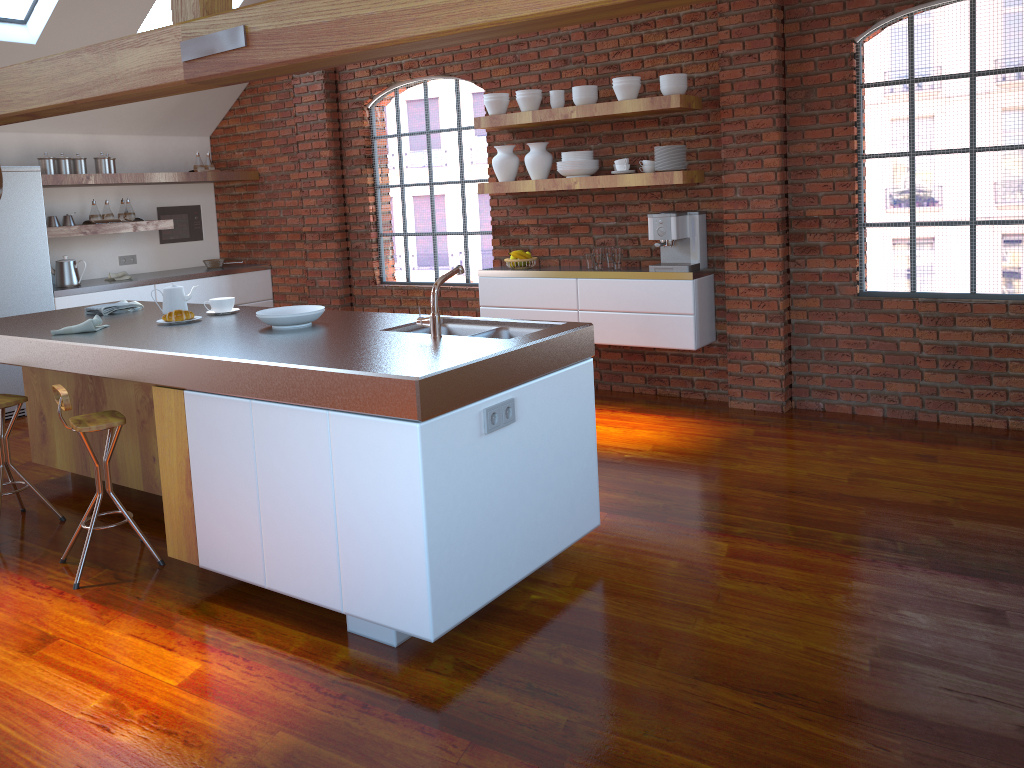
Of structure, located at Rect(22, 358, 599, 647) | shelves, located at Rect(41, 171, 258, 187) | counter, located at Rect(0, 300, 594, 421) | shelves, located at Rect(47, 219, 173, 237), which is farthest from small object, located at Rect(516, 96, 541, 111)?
shelves, located at Rect(47, 219, 173, 237)

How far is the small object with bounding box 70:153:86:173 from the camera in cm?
669

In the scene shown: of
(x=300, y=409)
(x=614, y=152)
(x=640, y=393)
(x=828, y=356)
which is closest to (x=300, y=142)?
(x=614, y=152)

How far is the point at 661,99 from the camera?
5.14m

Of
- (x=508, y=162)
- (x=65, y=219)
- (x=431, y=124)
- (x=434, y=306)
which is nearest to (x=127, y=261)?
(x=65, y=219)

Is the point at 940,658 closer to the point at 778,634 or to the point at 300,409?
the point at 778,634

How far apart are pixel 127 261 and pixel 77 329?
4.1m

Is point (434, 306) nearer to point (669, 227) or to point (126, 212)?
point (669, 227)

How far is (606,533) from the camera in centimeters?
370cm

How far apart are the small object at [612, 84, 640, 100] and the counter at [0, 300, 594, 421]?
2.4 meters
